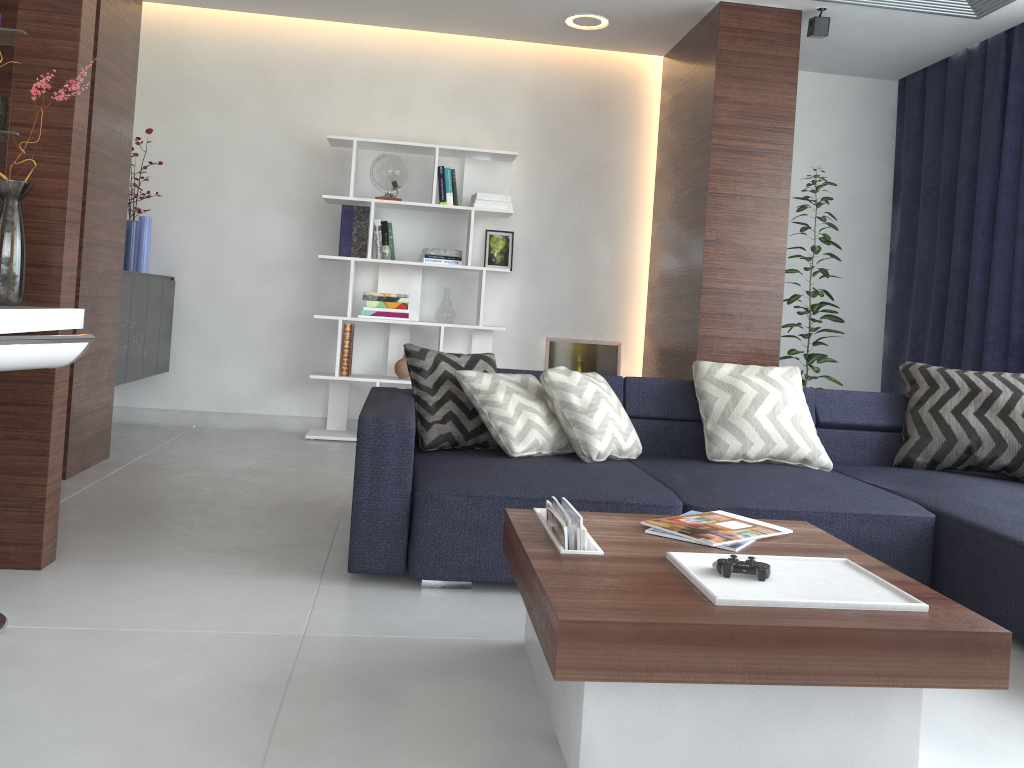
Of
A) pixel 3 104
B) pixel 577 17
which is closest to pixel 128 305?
pixel 3 104

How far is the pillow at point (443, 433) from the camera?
3.3 meters

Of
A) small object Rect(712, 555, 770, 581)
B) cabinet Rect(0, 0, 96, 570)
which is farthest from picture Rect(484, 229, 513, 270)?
small object Rect(712, 555, 770, 581)

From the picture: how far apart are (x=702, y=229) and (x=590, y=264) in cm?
119

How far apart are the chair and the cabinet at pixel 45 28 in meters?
0.1

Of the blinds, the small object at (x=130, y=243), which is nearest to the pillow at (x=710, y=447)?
the blinds

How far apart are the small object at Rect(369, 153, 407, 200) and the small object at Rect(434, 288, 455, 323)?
0.7 meters

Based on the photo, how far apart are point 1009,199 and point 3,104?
4.6 meters

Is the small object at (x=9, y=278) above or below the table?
above

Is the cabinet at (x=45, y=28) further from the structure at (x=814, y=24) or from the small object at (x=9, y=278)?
the structure at (x=814, y=24)
